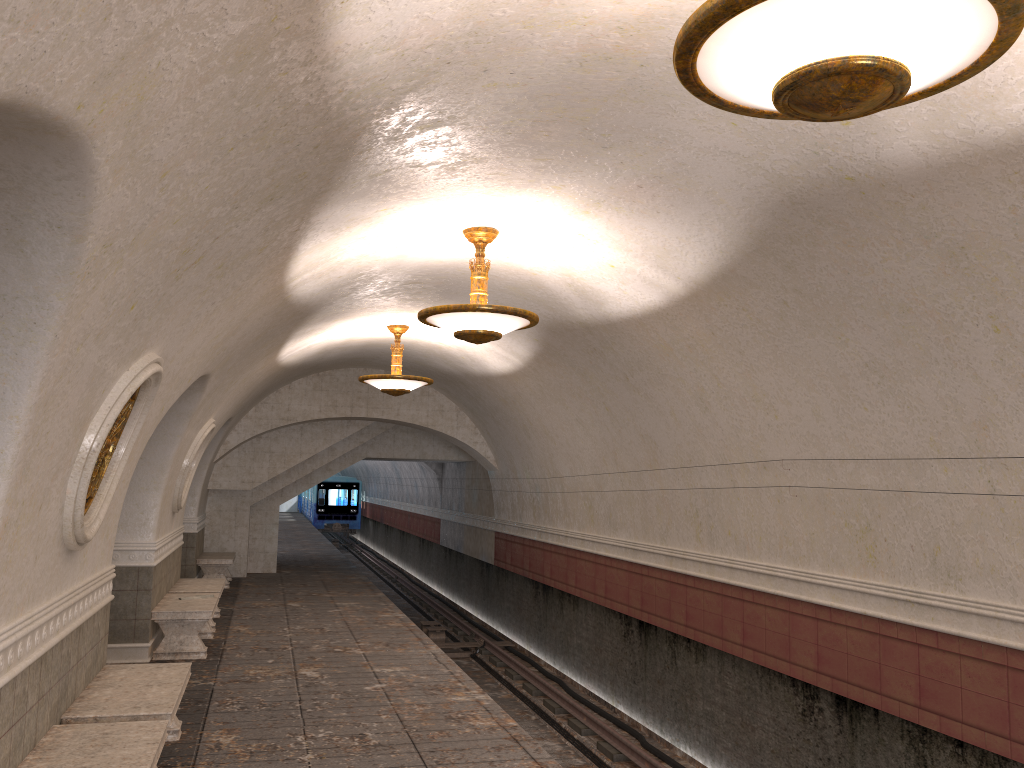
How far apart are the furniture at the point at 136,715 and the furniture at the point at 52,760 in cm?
24

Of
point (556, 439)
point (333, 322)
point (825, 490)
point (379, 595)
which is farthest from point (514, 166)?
point (379, 595)

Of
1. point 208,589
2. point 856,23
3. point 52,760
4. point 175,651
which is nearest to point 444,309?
point 52,760

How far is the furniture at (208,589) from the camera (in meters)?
11.17

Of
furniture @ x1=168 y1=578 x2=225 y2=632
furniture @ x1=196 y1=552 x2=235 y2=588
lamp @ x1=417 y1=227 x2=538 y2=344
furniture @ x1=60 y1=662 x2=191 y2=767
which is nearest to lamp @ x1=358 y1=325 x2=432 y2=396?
furniture @ x1=168 y1=578 x2=225 y2=632

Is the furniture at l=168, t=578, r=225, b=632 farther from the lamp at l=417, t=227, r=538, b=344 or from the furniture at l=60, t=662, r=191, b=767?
the lamp at l=417, t=227, r=538, b=344

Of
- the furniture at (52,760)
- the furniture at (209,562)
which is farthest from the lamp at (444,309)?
the furniture at (209,562)

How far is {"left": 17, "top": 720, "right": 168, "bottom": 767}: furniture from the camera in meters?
4.4

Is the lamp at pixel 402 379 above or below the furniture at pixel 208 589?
above

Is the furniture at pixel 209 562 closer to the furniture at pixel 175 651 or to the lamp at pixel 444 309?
the furniture at pixel 175 651
